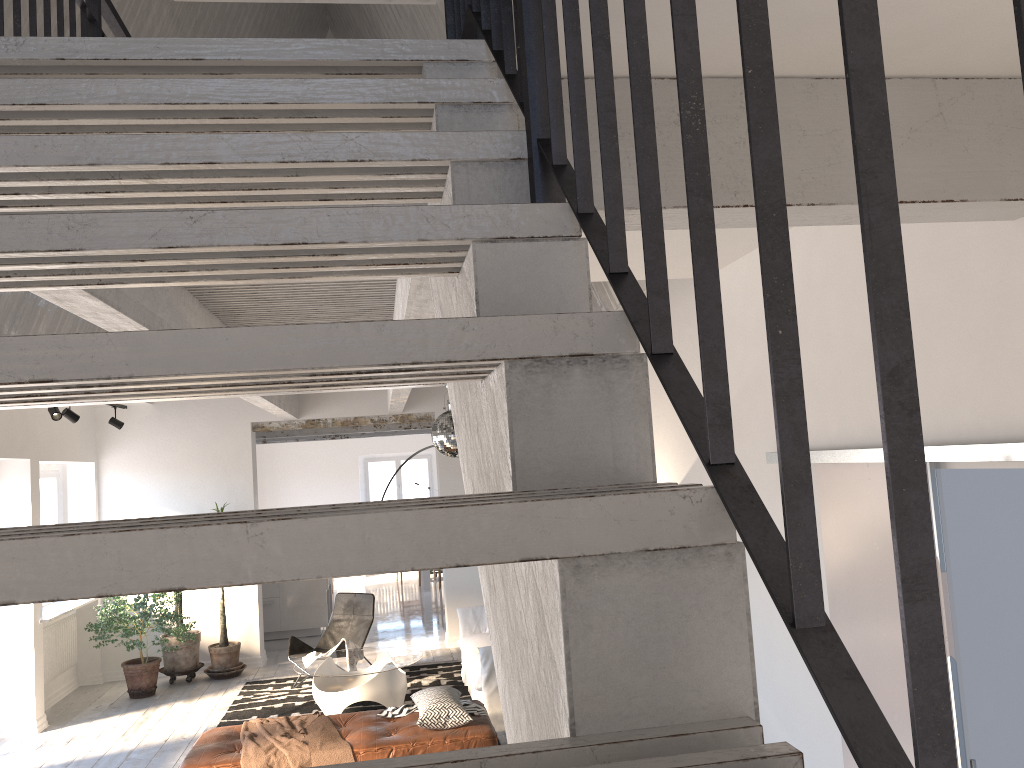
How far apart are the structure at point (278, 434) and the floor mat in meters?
4.0

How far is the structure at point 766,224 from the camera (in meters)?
0.62

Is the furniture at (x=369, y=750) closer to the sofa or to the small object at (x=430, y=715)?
the small object at (x=430, y=715)

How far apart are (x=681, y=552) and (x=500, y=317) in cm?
33

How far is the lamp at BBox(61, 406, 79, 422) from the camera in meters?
8.0 m

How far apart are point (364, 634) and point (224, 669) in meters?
1.7 m

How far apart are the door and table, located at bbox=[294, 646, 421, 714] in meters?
4.5 m

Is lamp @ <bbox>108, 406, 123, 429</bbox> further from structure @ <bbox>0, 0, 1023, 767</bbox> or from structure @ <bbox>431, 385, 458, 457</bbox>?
structure @ <bbox>431, 385, 458, 457</bbox>

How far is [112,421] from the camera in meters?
9.4

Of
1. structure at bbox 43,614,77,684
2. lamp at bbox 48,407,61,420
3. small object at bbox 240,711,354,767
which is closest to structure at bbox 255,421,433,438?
structure at bbox 43,614,77,684
